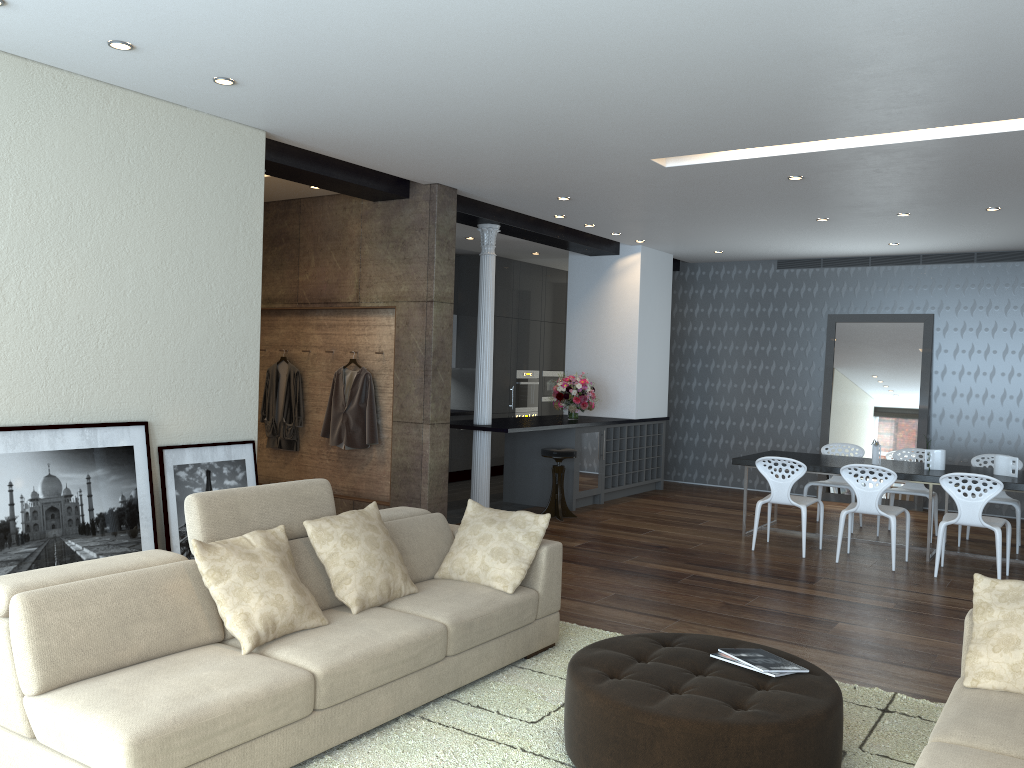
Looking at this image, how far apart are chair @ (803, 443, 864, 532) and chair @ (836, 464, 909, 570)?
1.3m

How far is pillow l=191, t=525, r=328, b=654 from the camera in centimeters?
346cm

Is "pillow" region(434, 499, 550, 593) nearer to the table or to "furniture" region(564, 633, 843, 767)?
"furniture" region(564, 633, 843, 767)

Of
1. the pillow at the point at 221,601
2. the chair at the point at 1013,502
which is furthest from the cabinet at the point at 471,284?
the pillow at the point at 221,601

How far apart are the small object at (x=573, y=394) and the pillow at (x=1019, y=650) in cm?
633

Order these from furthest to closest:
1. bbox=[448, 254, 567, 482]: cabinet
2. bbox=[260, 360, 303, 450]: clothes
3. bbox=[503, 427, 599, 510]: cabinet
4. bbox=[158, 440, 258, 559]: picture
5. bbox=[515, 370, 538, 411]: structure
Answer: bbox=[515, 370, 538, 411]: structure, bbox=[448, 254, 567, 482]: cabinet, bbox=[503, 427, 599, 510]: cabinet, bbox=[260, 360, 303, 450]: clothes, bbox=[158, 440, 258, 559]: picture

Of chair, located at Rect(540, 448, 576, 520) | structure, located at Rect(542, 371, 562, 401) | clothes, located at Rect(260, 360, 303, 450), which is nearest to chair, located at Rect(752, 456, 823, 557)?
chair, located at Rect(540, 448, 576, 520)

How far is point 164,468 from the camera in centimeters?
519cm

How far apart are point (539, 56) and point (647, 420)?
7.0m

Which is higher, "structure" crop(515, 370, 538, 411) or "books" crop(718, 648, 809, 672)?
"structure" crop(515, 370, 538, 411)
